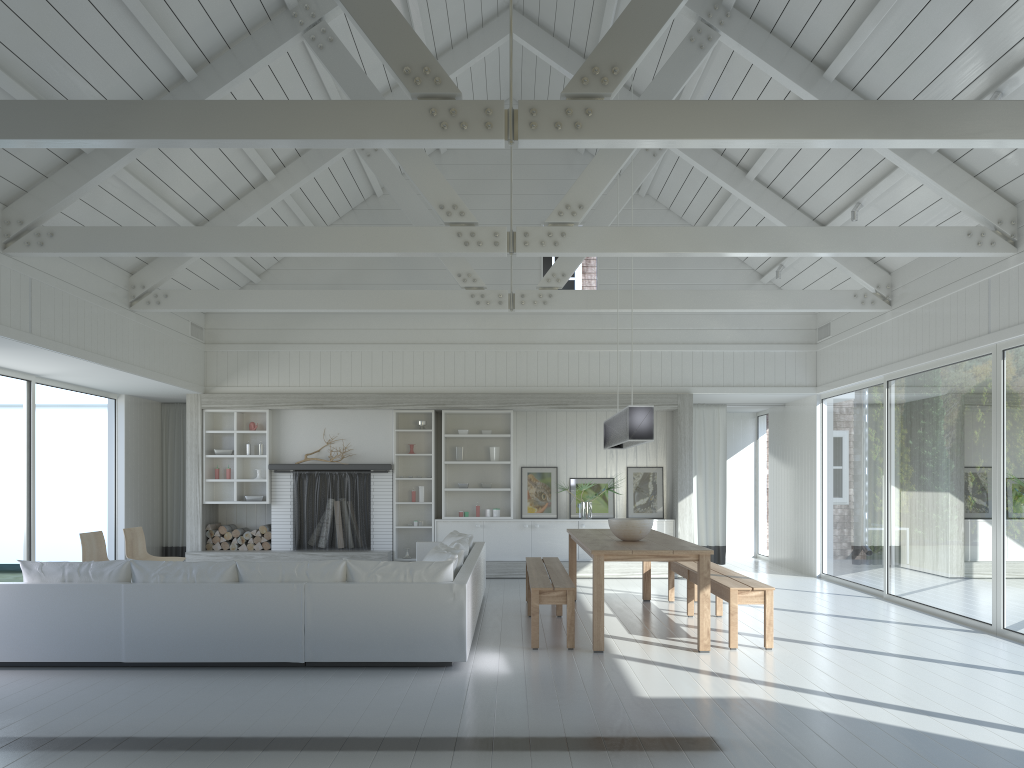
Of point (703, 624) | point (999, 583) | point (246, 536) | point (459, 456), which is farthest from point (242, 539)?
point (999, 583)

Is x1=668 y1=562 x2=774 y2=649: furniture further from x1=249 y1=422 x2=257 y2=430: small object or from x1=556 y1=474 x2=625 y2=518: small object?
x1=249 y1=422 x2=257 y2=430: small object

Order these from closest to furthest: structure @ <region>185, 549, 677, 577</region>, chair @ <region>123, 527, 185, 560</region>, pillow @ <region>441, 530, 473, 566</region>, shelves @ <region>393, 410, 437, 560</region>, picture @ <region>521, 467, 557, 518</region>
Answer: pillow @ <region>441, 530, 473, 566</region>, chair @ <region>123, 527, 185, 560</region>, structure @ <region>185, 549, 677, 577</region>, shelves @ <region>393, 410, 437, 560</region>, picture @ <region>521, 467, 557, 518</region>

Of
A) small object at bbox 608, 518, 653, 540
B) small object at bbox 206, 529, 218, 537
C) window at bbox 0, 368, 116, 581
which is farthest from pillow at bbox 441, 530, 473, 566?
window at bbox 0, 368, 116, 581

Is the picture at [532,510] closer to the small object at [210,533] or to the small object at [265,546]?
the small object at [265,546]

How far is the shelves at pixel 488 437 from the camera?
11.9m

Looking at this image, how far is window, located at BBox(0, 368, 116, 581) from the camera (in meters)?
9.06

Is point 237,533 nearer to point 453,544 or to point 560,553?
point 560,553

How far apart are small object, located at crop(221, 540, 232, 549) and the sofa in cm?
323

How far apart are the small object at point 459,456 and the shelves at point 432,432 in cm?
34
